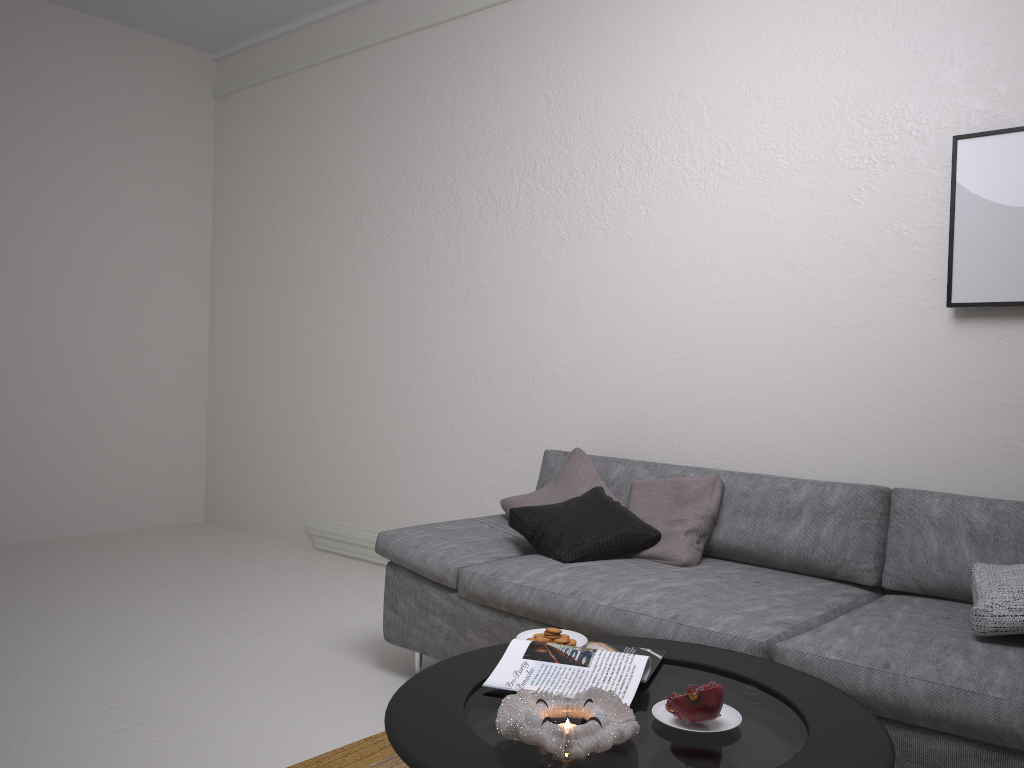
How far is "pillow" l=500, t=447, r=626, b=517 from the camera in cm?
340

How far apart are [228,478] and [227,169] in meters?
2.1

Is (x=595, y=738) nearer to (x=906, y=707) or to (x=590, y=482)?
(x=906, y=707)

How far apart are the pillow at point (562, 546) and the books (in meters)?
0.82

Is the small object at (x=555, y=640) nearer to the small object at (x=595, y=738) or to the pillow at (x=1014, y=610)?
the small object at (x=595, y=738)

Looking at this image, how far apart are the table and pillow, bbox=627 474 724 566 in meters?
0.8

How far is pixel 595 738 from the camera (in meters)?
1.46

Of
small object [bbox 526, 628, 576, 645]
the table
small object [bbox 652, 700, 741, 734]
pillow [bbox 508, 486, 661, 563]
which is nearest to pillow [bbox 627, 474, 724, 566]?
pillow [bbox 508, 486, 661, 563]

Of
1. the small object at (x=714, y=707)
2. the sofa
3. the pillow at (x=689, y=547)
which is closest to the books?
the small object at (x=714, y=707)

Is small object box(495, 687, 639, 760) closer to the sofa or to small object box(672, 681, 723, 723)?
small object box(672, 681, 723, 723)
